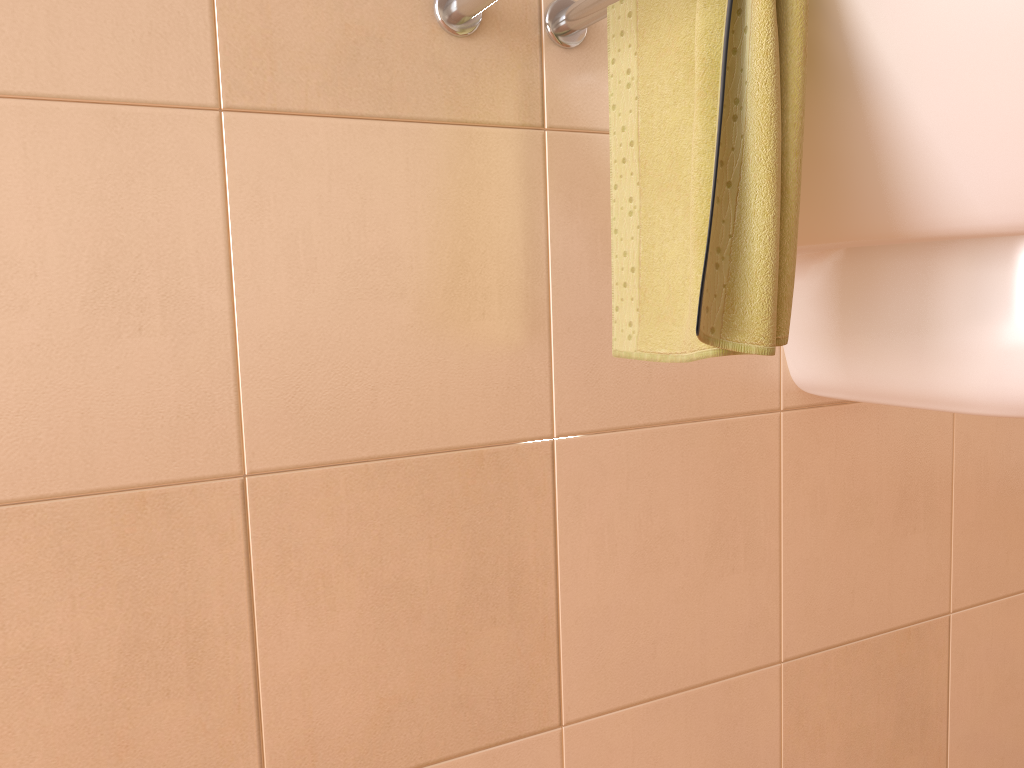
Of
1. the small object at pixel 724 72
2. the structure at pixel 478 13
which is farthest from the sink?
the structure at pixel 478 13

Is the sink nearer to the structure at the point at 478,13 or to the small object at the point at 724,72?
the small object at the point at 724,72

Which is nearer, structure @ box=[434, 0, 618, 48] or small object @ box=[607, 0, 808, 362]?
small object @ box=[607, 0, 808, 362]

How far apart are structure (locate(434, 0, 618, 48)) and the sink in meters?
0.2

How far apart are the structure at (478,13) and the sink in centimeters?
17cm

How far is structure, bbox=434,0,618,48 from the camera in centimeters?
69cm

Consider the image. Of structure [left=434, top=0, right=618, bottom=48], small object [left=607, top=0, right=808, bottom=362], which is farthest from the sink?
structure [left=434, top=0, right=618, bottom=48]

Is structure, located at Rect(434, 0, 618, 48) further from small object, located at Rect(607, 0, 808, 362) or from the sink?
the sink

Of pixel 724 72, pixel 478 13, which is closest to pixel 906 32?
pixel 724 72

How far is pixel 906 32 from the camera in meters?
0.6 m
